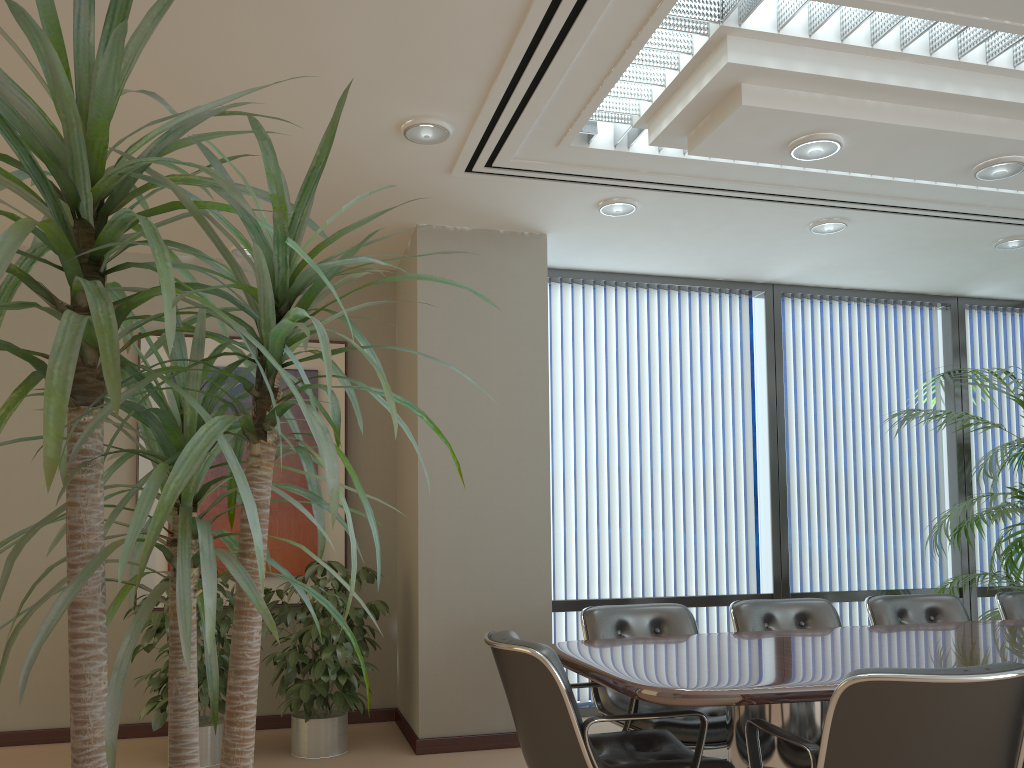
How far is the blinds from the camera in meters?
6.0

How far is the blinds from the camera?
6.0m

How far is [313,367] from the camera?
5.88m

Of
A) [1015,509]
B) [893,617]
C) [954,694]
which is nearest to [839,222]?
[1015,509]

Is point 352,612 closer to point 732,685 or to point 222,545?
point 222,545

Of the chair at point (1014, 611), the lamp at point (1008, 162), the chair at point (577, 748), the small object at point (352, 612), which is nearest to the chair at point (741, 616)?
the chair at point (1014, 611)

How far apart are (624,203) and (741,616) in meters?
2.3 m

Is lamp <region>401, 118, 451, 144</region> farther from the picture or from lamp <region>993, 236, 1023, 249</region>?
lamp <region>993, 236, 1023, 249</region>

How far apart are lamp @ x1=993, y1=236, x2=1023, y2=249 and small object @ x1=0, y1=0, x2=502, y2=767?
5.41m

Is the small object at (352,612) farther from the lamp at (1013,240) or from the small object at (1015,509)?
the lamp at (1013,240)
